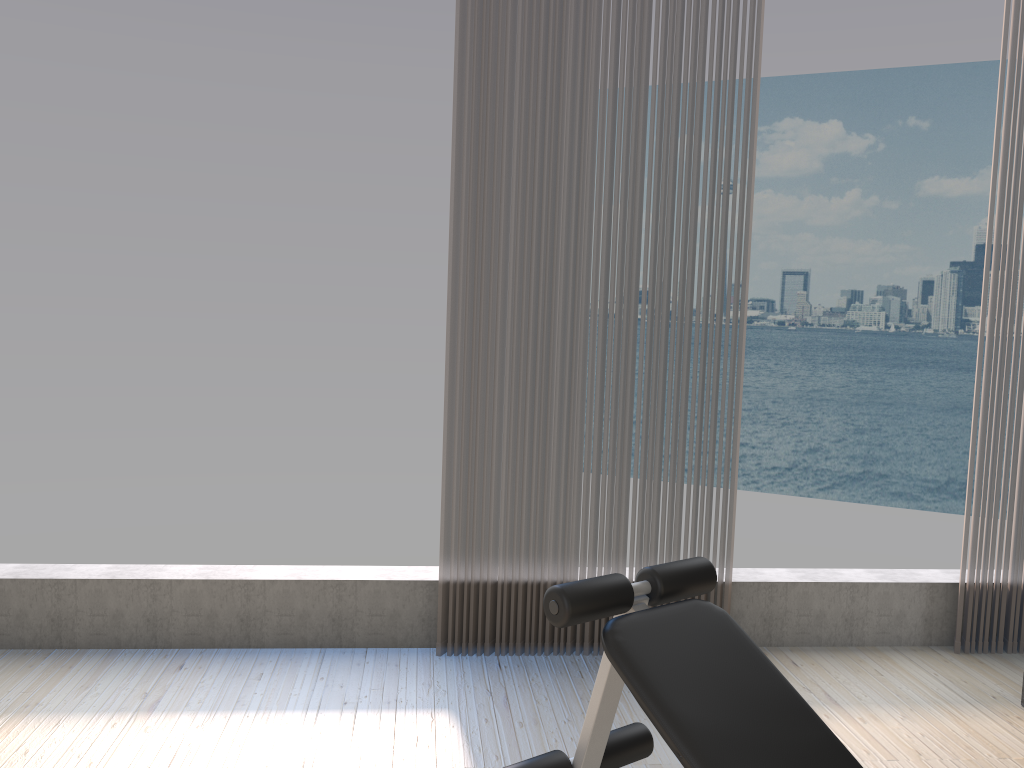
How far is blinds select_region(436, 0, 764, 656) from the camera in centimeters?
314cm

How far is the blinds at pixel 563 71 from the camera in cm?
314

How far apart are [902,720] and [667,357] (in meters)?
1.44

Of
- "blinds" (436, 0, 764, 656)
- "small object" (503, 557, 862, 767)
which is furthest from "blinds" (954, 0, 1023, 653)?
"small object" (503, 557, 862, 767)

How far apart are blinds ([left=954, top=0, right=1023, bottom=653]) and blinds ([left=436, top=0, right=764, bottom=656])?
0.94m

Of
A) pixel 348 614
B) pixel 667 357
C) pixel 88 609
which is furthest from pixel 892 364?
pixel 88 609

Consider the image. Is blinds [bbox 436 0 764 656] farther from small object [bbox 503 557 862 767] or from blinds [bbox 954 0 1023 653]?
small object [bbox 503 557 862 767]

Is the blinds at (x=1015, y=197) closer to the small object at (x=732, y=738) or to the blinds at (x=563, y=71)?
the blinds at (x=563, y=71)

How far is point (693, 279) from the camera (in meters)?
3.29

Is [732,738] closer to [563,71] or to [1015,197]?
[563,71]
